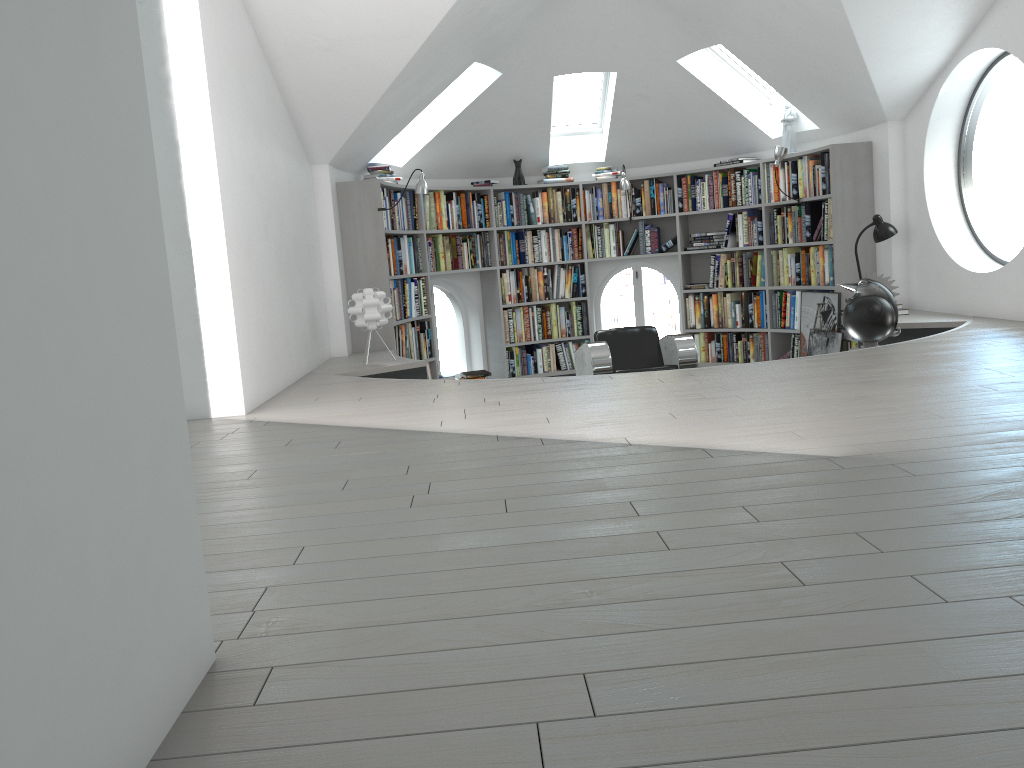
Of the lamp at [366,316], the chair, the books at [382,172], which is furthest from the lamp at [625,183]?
the lamp at [366,316]

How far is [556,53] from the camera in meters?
7.6 m

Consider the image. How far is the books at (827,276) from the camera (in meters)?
7.50

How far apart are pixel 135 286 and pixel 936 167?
6.7 meters

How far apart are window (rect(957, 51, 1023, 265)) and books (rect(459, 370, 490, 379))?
4.3m

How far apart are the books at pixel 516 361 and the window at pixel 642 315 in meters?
0.5

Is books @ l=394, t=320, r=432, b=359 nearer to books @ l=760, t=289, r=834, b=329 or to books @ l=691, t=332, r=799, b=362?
books @ l=691, t=332, r=799, b=362

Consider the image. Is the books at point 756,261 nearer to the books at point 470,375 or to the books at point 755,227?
the books at point 755,227

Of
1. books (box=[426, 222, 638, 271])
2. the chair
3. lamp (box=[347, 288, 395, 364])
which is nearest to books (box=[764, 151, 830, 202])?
books (box=[426, 222, 638, 271])

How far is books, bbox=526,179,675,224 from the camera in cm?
871
